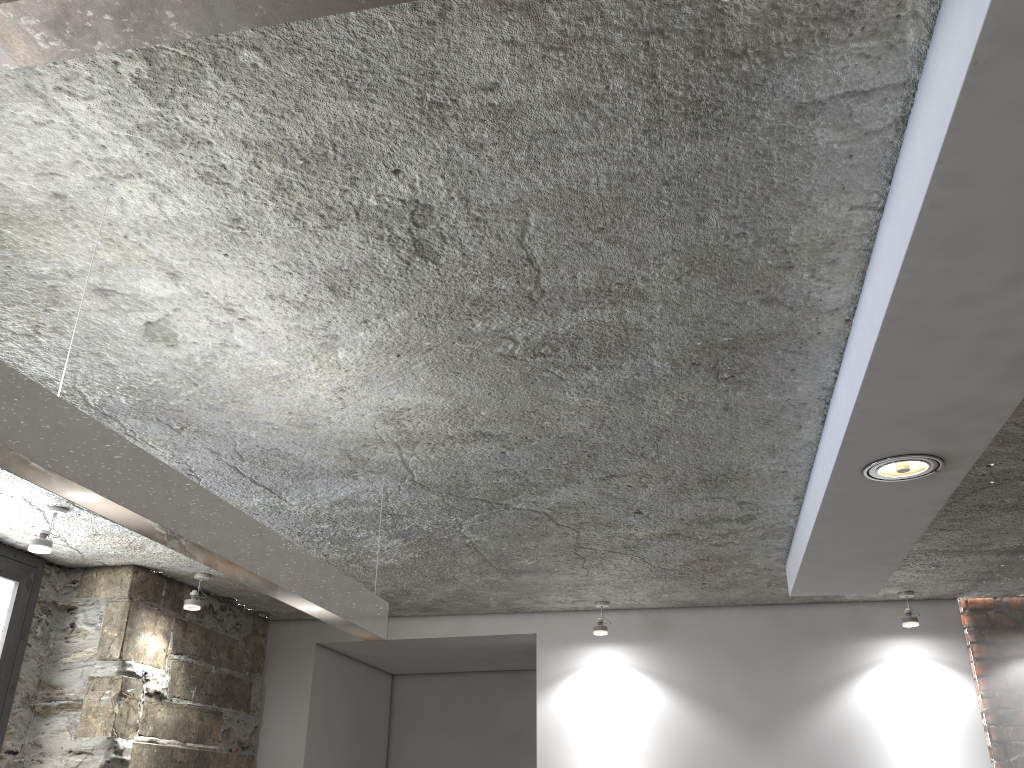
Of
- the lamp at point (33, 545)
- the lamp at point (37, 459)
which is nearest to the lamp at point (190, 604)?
the lamp at point (33, 545)

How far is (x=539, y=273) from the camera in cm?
180

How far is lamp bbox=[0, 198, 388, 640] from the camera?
1.3m

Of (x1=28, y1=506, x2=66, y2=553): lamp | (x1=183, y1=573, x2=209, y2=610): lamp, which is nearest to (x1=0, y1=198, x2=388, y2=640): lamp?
(x1=28, y1=506, x2=66, y2=553): lamp

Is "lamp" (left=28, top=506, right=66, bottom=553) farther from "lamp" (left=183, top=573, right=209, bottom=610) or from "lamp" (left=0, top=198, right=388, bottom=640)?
"lamp" (left=0, top=198, right=388, bottom=640)

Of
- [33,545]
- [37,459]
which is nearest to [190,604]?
[33,545]

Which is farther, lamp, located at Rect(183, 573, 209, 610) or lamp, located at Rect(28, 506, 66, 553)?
lamp, located at Rect(183, 573, 209, 610)

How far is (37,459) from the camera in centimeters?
131cm

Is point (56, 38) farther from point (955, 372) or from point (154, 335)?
point (955, 372)

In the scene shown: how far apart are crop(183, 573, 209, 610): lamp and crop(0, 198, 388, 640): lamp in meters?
1.8
